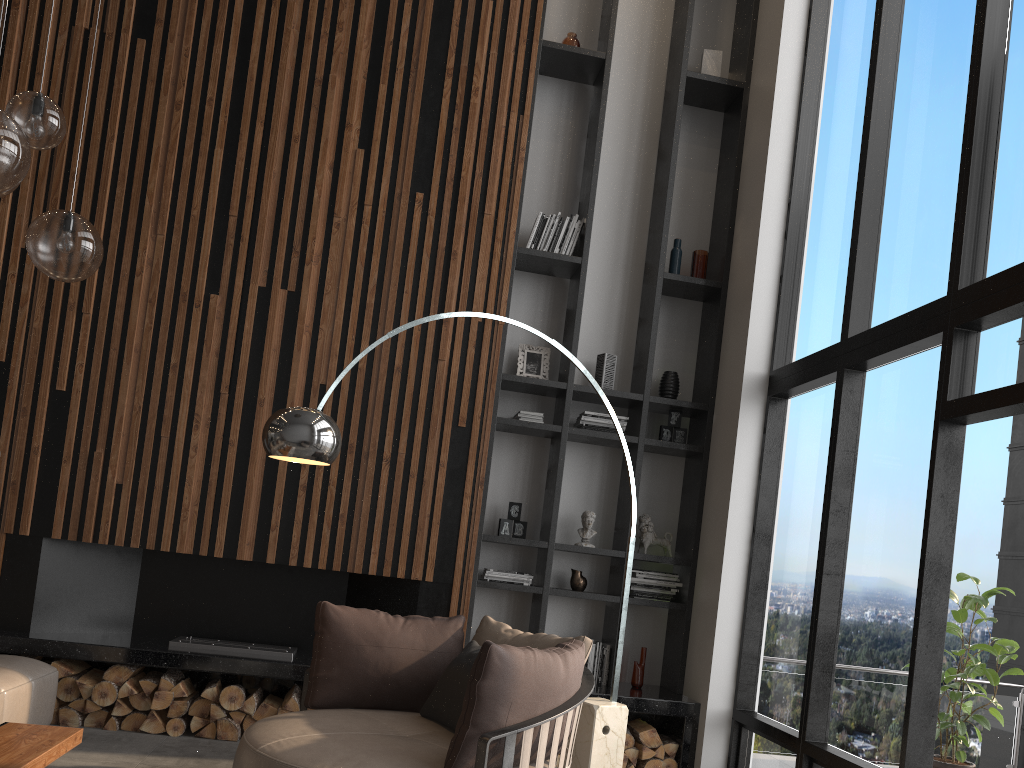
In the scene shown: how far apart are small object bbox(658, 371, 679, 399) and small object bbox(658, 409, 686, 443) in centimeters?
12cm

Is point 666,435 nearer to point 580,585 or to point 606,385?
point 606,385

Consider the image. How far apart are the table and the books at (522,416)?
3.1 meters

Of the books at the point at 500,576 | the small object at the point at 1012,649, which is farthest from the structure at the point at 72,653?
the small object at the point at 1012,649

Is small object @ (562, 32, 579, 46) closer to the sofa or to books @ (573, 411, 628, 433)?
books @ (573, 411, 628, 433)

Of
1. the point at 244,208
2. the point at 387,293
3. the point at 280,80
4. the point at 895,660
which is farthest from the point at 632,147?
the point at 895,660

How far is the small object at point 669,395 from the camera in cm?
589

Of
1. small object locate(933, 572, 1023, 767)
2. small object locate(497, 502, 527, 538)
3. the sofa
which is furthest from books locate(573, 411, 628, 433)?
the sofa

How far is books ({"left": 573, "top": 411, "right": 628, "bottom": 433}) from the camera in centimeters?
570cm

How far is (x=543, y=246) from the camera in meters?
5.9
